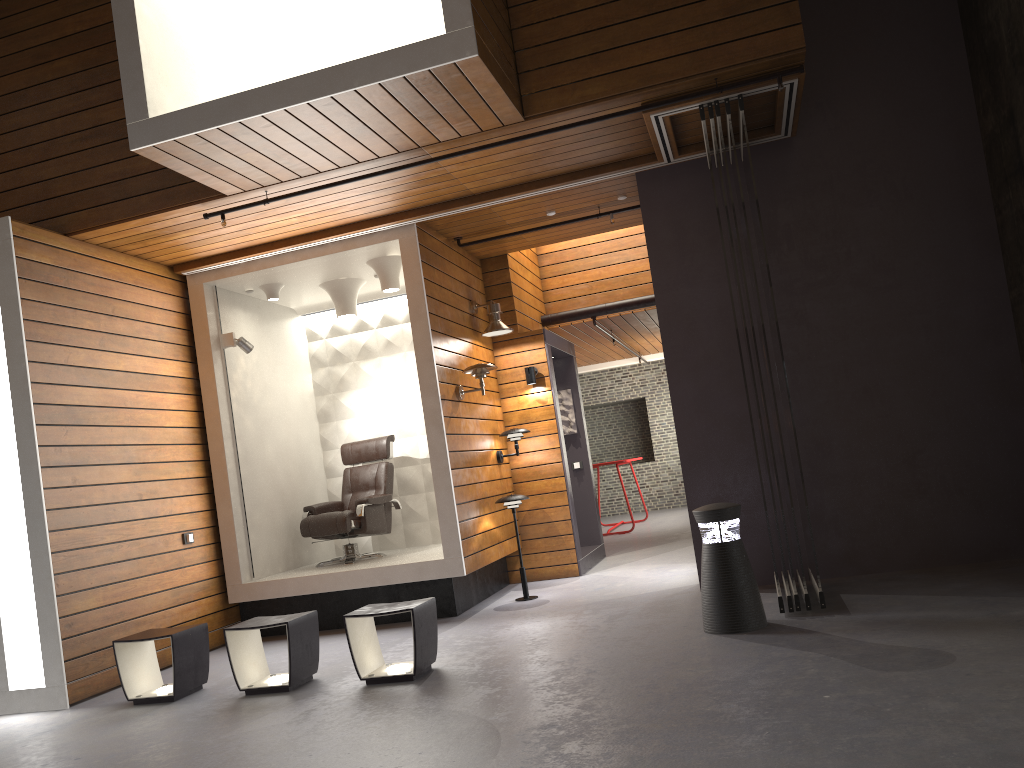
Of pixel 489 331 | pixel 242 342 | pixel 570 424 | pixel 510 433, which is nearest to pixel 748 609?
pixel 510 433

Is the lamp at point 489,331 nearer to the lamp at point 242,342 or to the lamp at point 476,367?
the lamp at point 476,367

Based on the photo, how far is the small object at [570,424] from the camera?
9.4 meters

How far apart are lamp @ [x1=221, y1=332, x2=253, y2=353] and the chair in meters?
1.4

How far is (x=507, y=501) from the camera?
7.05m

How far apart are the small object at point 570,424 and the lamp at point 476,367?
2.4 meters

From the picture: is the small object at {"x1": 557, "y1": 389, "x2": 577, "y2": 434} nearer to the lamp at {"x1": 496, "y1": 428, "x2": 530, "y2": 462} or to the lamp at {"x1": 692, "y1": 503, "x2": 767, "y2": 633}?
the lamp at {"x1": 496, "y1": 428, "x2": 530, "y2": 462}

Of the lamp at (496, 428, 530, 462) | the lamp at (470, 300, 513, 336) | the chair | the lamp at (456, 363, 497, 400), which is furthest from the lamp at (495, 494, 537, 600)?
the lamp at (470, 300, 513, 336)

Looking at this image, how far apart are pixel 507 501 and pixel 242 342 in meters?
2.5 m

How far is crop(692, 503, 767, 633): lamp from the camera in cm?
473
